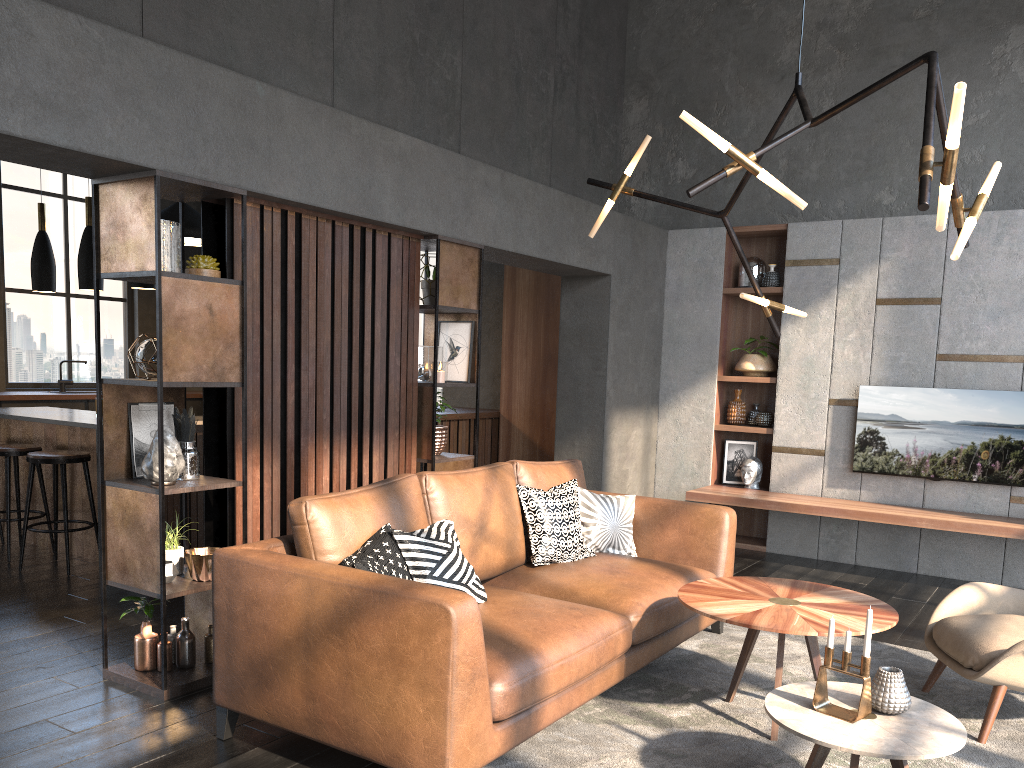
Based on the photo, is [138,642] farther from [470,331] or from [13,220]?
[13,220]

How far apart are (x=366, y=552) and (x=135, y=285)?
3.5 meters

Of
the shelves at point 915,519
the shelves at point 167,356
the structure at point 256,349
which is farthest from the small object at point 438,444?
the shelves at point 915,519

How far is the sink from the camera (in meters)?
9.22

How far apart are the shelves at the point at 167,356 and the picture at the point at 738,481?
4.4m

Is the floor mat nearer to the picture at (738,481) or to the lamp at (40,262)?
the picture at (738,481)

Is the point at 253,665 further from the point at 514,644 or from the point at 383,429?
the point at 383,429

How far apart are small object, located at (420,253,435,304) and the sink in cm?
594

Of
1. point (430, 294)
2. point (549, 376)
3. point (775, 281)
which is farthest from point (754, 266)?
point (430, 294)

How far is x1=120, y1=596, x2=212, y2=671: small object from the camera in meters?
3.6 m
